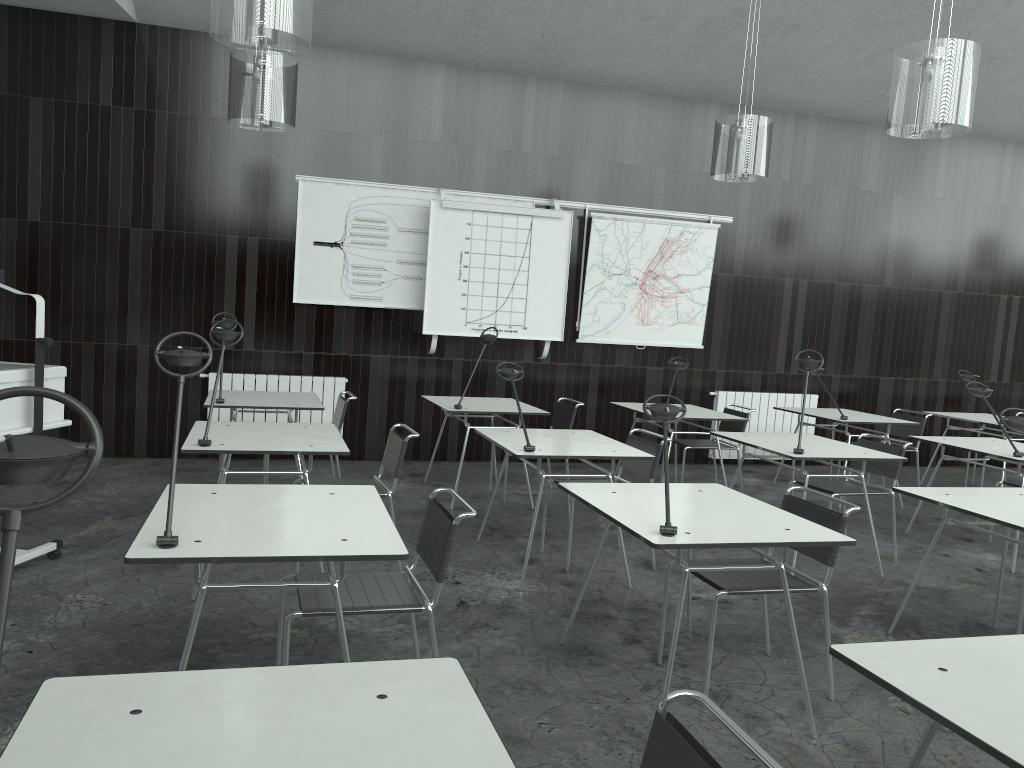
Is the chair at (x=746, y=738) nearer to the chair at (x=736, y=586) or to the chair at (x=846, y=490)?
the chair at (x=736, y=586)

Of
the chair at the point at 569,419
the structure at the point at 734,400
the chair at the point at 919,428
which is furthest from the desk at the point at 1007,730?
the structure at the point at 734,400

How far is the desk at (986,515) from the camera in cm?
330

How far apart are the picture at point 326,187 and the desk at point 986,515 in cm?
440

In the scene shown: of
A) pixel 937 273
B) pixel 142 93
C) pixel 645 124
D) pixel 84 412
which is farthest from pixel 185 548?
pixel 937 273

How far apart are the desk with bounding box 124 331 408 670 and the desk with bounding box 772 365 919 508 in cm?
441

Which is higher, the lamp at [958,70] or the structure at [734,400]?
the lamp at [958,70]

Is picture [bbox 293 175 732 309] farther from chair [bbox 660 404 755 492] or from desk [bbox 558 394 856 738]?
desk [bbox 558 394 856 738]

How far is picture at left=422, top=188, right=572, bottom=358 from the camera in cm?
710

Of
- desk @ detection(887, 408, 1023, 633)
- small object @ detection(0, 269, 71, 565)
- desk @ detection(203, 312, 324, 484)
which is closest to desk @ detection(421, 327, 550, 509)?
desk @ detection(203, 312, 324, 484)
